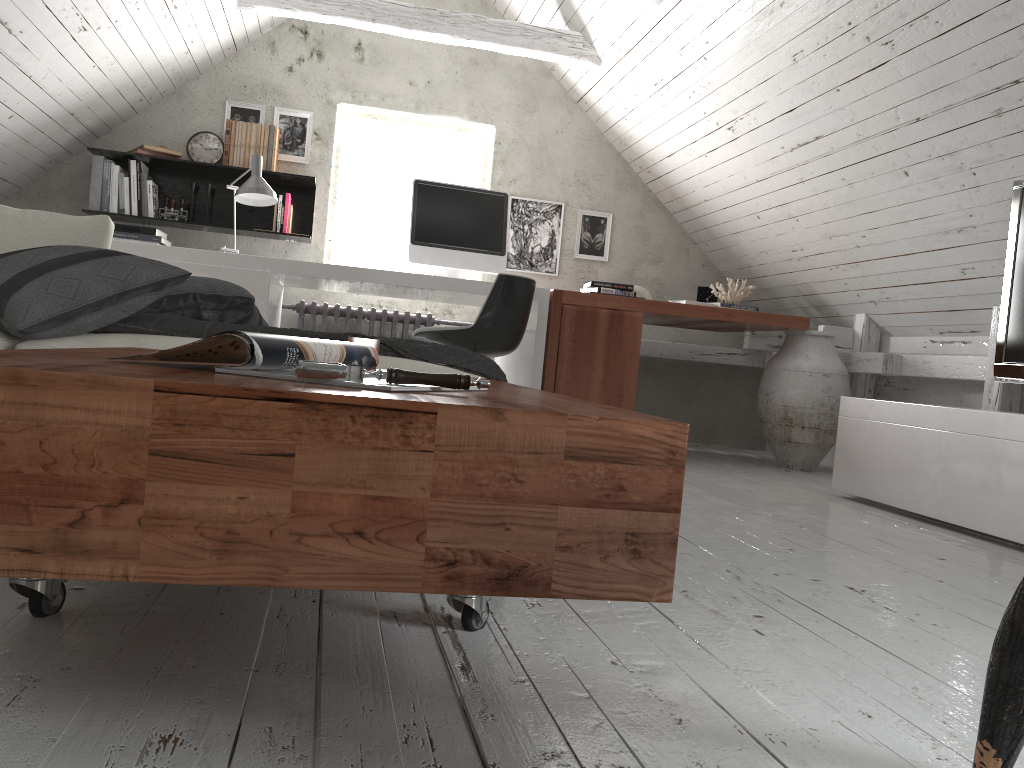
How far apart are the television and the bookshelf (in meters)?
3.33

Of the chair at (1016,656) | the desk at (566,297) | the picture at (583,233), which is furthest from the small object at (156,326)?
the picture at (583,233)

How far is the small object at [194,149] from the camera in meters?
4.8 m

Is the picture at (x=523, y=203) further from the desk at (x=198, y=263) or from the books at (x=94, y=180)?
the books at (x=94, y=180)

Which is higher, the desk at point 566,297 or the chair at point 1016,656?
the desk at point 566,297

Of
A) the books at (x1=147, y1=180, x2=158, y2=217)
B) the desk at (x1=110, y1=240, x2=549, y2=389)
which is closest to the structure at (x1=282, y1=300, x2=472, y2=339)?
the desk at (x1=110, y1=240, x2=549, y2=389)

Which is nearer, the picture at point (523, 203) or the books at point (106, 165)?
the books at point (106, 165)

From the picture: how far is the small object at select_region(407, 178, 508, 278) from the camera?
4.2m

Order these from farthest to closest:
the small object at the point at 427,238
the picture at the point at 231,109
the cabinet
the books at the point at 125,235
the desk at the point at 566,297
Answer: the picture at the point at 231,109
the books at the point at 125,235
the small object at the point at 427,238
the desk at the point at 566,297
the cabinet

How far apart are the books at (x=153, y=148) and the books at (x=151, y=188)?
0.18m
